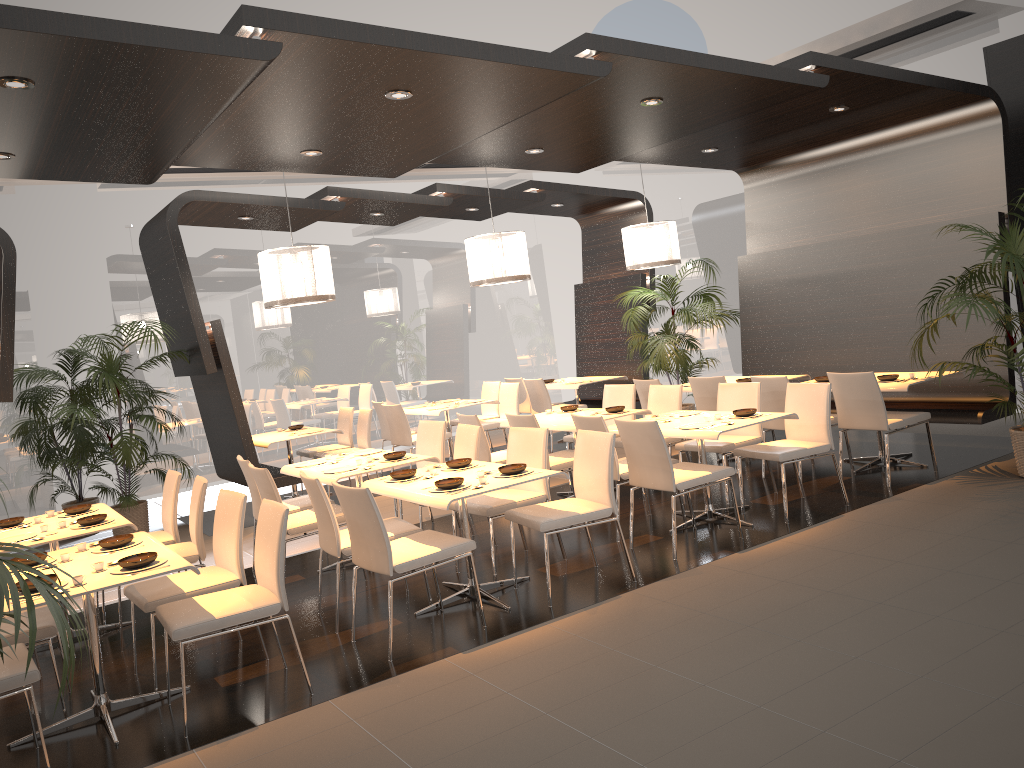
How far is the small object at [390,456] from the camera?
6.3 meters

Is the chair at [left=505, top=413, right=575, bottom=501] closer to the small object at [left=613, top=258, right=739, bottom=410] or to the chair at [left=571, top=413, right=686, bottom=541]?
the chair at [left=571, top=413, right=686, bottom=541]

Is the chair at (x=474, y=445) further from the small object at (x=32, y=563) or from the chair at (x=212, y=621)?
the small object at (x=32, y=563)

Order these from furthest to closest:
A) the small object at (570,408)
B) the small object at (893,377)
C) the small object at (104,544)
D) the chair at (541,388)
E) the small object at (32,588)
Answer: the chair at (541,388) < the small object at (570,408) < the small object at (893,377) < the small object at (104,544) < the small object at (32,588)

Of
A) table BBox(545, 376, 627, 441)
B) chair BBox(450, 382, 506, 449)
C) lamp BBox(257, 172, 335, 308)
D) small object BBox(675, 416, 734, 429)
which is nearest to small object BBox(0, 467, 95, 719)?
small object BBox(675, 416, 734, 429)

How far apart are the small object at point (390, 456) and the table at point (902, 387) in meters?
3.8 m

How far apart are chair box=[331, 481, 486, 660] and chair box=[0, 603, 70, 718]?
1.5m

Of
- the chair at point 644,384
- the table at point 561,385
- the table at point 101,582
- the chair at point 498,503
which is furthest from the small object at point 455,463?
the table at point 561,385

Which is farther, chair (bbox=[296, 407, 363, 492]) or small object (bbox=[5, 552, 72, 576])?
chair (bbox=[296, 407, 363, 492])

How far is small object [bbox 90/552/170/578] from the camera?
3.98m
